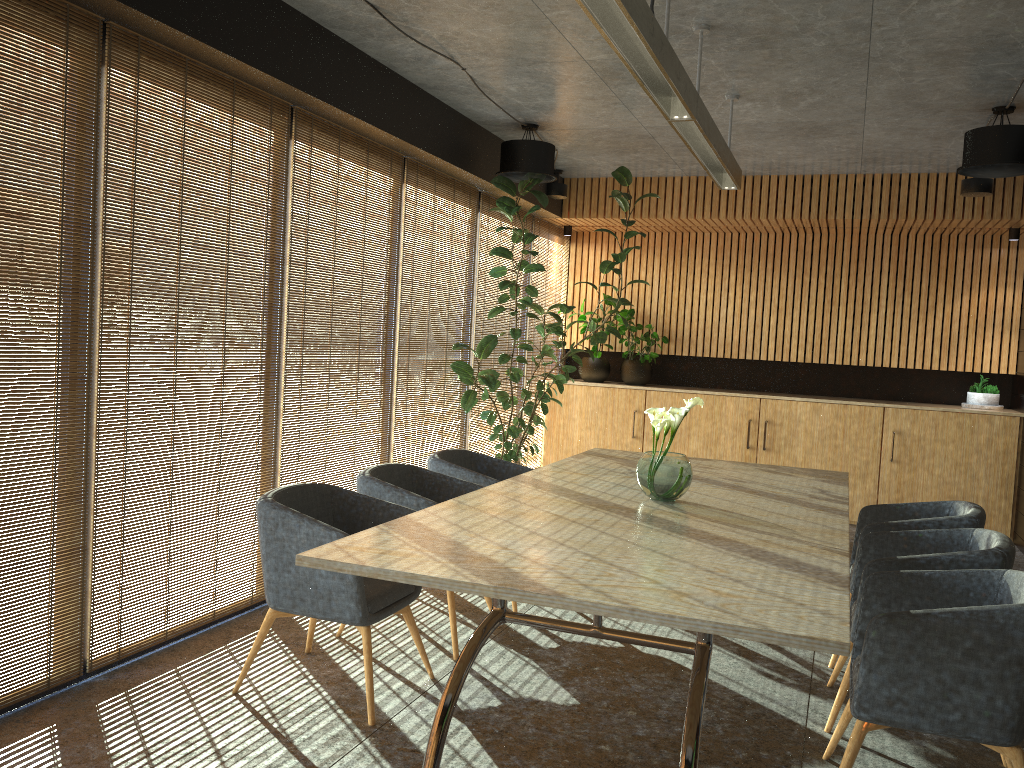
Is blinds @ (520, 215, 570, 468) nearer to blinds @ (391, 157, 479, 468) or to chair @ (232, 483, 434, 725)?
blinds @ (391, 157, 479, 468)

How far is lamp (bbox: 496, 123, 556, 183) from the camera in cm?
714

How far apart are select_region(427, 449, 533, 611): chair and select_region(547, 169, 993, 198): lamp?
3.8 meters

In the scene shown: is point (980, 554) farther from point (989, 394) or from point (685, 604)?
point (989, 394)

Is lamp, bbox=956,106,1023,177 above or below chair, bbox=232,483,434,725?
above

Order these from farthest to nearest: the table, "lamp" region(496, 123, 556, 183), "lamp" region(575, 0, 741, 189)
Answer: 1. "lamp" region(496, 123, 556, 183)
2. "lamp" region(575, 0, 741, 189)
3. the table

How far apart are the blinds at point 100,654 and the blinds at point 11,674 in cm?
5

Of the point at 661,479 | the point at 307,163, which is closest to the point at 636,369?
the point at 307,163

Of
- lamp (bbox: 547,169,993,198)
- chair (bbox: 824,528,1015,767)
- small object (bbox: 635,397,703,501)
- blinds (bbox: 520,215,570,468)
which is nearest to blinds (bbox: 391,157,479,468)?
lamp (bbox: 547,169,993,198)

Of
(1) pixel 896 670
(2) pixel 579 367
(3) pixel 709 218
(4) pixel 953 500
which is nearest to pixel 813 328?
(3) pixel 709 218
